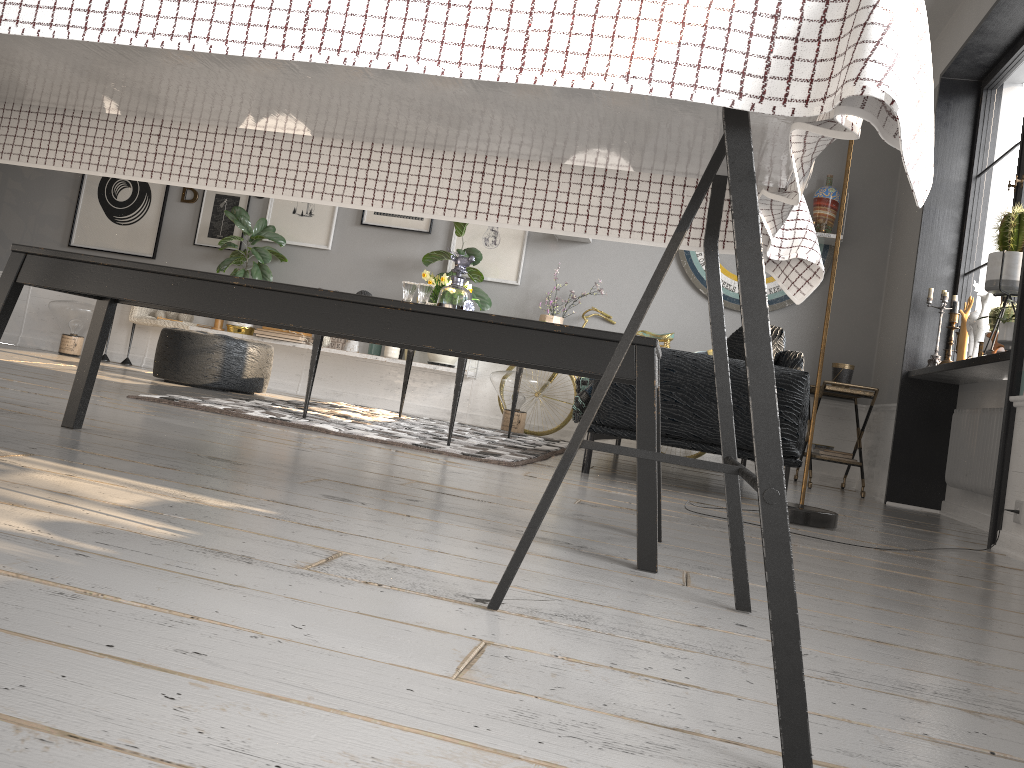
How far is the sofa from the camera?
3.7 meters

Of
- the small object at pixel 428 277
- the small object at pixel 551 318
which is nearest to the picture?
the small object at pixel 551 318

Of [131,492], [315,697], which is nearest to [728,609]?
[315,697]

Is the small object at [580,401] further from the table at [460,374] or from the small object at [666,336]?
the small object at [666,336]

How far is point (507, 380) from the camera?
6.04m

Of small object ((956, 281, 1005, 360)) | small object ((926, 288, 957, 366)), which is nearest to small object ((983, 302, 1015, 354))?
small object ((956, 281, 1005, 360))

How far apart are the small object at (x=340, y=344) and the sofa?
2.6m

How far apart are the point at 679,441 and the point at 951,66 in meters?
3.1 m

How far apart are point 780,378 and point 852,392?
2.0 meters

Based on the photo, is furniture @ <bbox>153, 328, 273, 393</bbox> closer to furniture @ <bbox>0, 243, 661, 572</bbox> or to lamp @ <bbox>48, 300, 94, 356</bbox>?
lamp @ <bbox>48, 300, 94, 356</bbox>
